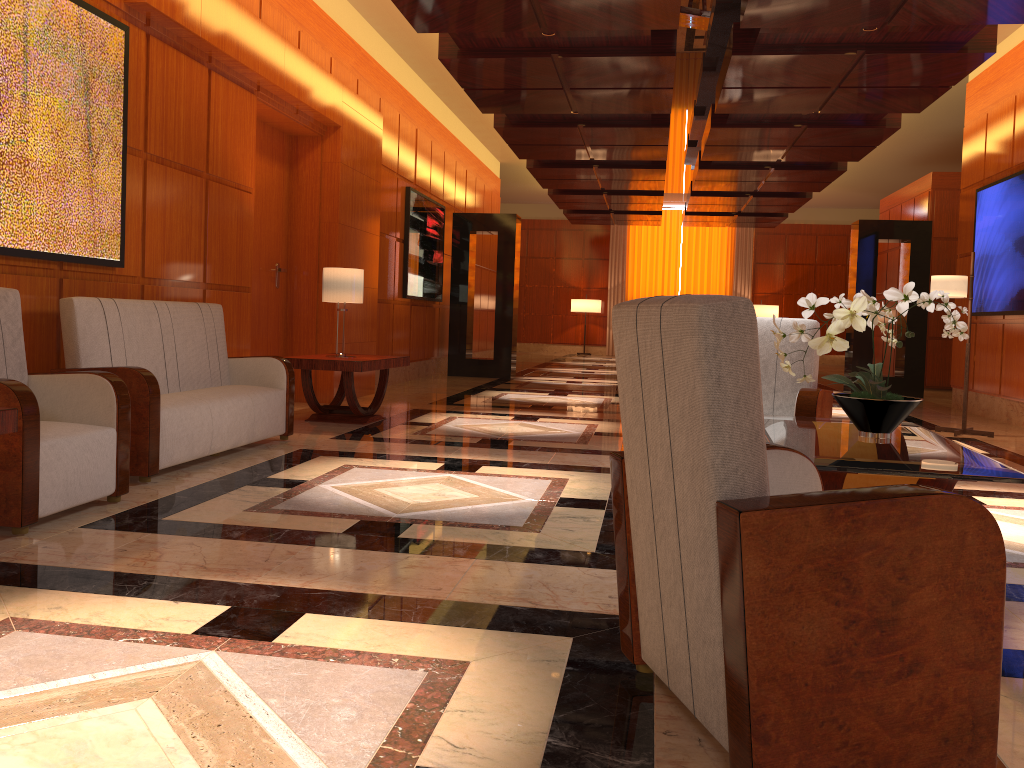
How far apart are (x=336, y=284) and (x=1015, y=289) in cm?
674

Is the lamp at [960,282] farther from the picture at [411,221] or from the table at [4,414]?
the table at [4,414]

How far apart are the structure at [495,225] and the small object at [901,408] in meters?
9.8 m

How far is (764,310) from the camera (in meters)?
22.87

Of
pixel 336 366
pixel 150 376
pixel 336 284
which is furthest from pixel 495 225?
pixel 150 376

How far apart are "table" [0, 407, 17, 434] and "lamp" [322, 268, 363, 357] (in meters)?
4.22

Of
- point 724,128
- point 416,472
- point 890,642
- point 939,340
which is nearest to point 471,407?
point 416,472

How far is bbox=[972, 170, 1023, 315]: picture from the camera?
8.9 meters

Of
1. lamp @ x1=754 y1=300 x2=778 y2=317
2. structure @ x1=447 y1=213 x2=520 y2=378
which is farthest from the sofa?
lamp @ x1=754 y1=300 x2=778 y2=317

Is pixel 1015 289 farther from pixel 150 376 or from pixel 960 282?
pixel 150 376
